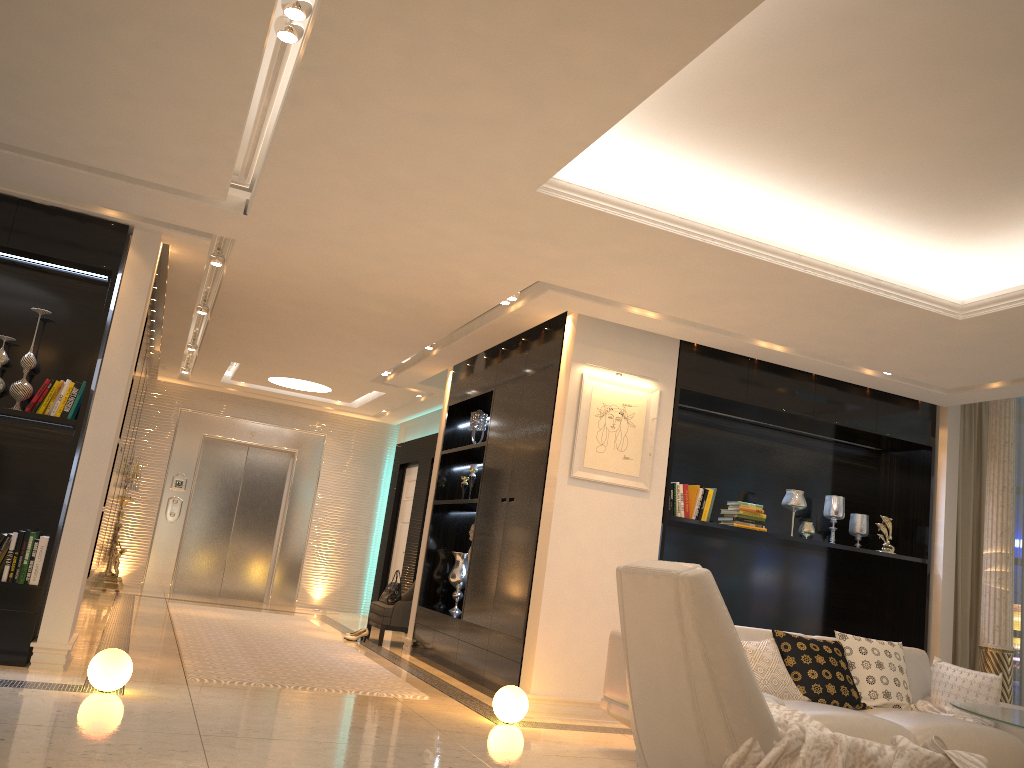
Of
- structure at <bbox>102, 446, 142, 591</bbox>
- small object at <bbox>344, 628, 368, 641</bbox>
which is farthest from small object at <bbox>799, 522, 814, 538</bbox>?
structure at <bbox>102, 446, 142, 591</bbox>

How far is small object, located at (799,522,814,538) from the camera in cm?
689

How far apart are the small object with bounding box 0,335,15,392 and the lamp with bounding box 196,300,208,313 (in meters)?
2.49

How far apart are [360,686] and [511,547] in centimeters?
140cm

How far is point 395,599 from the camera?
8.7 meters

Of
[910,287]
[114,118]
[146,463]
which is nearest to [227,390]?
[146,463]

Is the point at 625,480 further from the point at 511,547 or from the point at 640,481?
the point at 511,547

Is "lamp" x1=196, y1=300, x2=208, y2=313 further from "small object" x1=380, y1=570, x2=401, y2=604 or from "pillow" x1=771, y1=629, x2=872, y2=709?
"pillow" x1=771, y1=629, x2=872, y2=709

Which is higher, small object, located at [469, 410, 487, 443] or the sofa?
small object, located at [469, 410, 487, 443]

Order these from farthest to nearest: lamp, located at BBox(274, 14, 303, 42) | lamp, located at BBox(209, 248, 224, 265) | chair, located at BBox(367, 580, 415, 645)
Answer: chair, located at BBox(367, 580, 415, 645), lamp, located at BBox(209, 248, 224, 265), lamp, located at BBox(274, 14, 303, 42)
